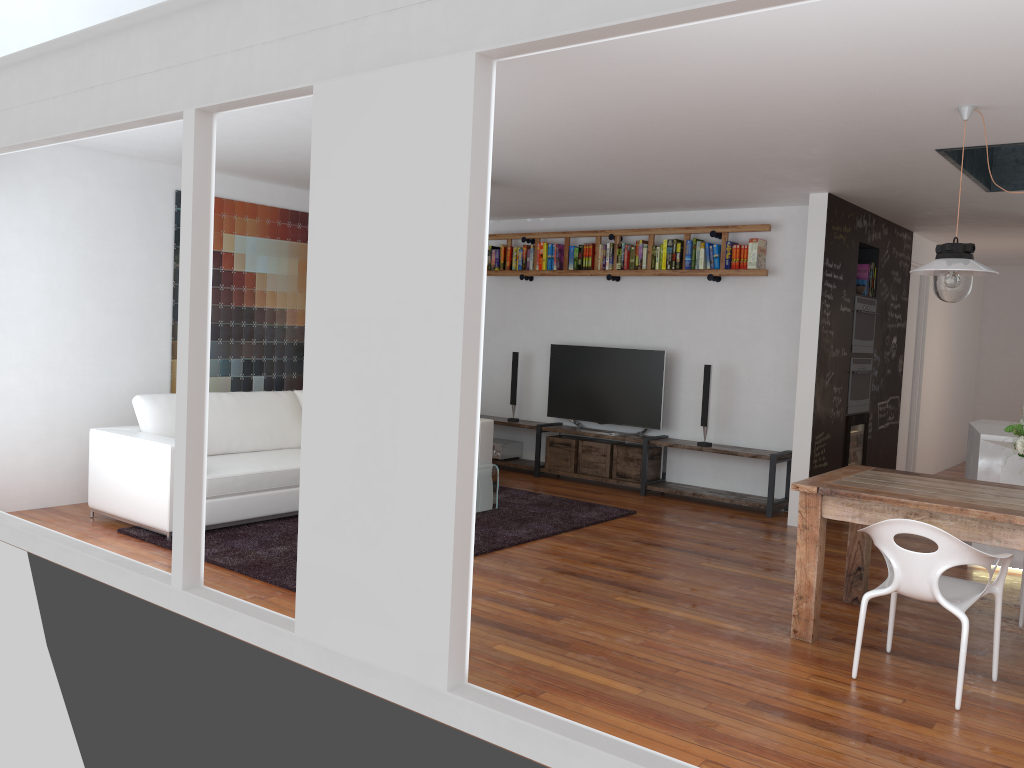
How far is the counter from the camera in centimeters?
551cm

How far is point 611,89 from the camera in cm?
408

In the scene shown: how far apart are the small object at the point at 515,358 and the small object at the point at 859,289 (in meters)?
3.19

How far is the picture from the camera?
7.1 meters

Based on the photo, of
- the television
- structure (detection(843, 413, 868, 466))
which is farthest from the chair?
the television

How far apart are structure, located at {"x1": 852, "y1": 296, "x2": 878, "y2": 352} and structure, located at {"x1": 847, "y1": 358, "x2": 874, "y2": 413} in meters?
0.1

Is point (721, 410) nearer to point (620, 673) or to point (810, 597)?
point (810, 597)

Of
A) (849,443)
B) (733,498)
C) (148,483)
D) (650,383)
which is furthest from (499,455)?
(148,483)

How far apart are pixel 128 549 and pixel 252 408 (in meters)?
1.59

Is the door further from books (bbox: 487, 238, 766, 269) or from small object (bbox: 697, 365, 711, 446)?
small object (bbox: 697, 365, 711, 446)
